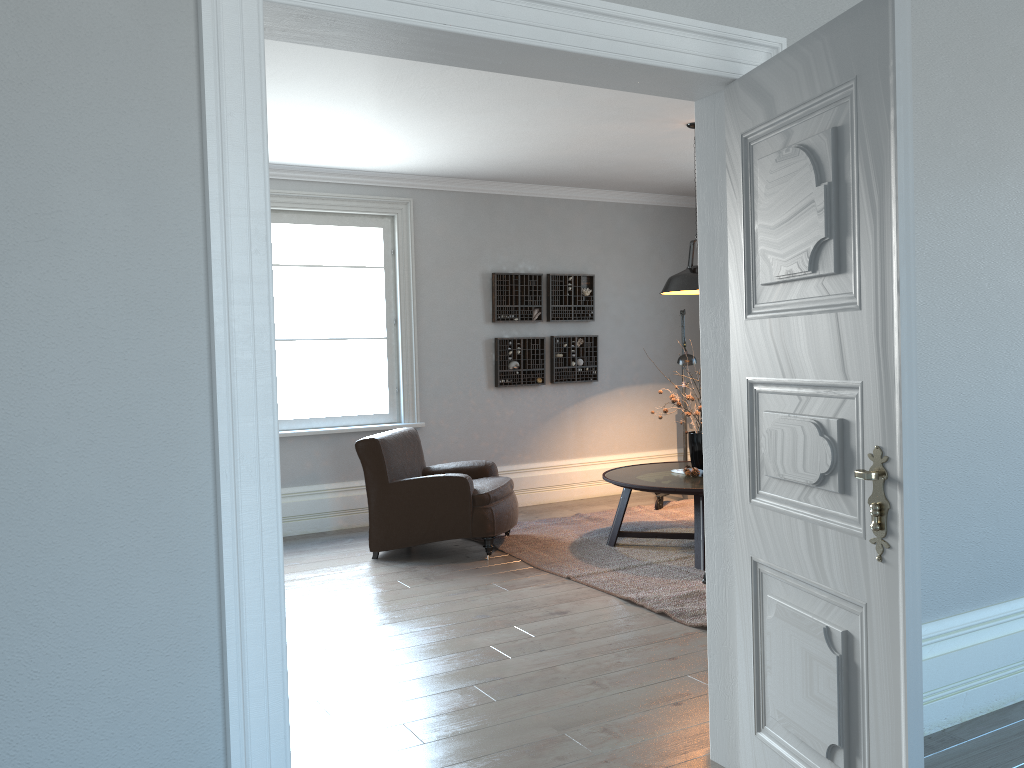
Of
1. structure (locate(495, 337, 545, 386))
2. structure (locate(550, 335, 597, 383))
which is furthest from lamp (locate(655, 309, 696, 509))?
structure (locate(495, 337, 545, 386))

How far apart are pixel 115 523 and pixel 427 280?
5.5 meters

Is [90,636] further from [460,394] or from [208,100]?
[460,394]

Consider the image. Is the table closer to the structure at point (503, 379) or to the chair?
the chair

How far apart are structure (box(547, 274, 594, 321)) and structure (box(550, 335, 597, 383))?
0.2m

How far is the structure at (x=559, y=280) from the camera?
7.7 meters

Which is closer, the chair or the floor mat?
the floor mat

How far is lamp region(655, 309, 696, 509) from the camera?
6.8 meters

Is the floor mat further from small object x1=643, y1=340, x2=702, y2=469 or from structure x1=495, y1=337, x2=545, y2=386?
structure x1=495, y1=337, x2=545, y2=386

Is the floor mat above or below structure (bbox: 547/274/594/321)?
below
